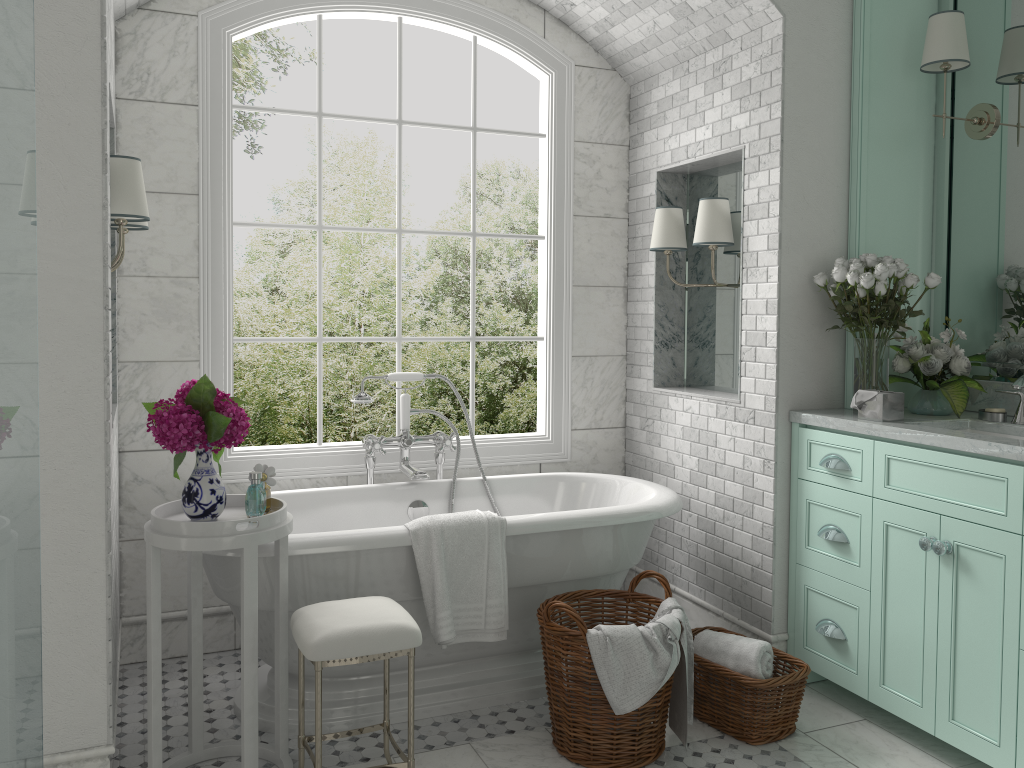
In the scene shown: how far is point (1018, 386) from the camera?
3.09m

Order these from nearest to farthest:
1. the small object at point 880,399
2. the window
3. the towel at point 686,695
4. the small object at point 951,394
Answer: the towel at point 686,695, the small object at point 880,399, the small object at point 951,394, the window

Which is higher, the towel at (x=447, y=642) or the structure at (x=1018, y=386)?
the structure at (x=1018, y=386)

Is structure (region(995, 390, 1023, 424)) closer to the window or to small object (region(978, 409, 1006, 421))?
small object (region(978, 409, 1006, 421))

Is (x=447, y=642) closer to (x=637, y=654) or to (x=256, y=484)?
(x=637, y=654)

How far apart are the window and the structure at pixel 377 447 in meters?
0.2

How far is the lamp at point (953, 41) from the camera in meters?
3.4

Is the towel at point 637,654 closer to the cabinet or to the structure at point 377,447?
the cabinet

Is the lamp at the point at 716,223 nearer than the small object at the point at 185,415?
No

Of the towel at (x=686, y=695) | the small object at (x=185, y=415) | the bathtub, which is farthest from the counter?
the small object at (x=185, y=415)
